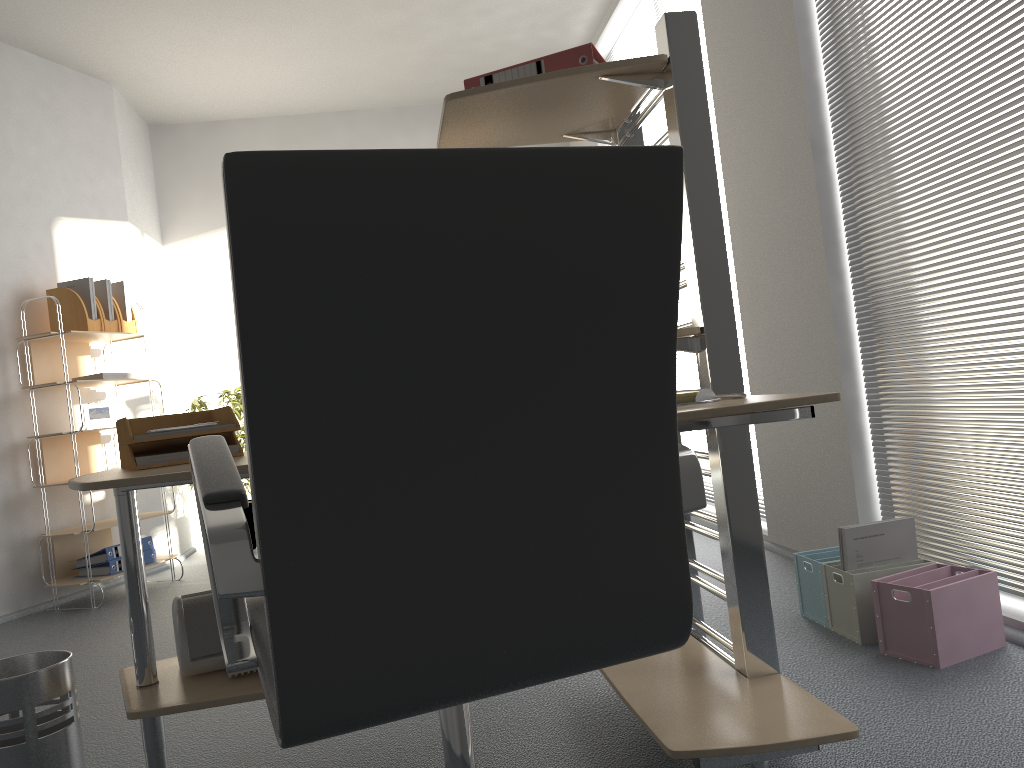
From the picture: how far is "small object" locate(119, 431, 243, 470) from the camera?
1.90m

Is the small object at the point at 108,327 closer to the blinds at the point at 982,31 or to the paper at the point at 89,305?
the paper at the point at 89,305

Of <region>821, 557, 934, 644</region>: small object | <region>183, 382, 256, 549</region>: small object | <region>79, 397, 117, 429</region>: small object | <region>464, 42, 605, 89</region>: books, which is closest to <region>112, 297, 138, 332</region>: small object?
<region>79, 397, 117, 429</region>: small object

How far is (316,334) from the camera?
0.86m

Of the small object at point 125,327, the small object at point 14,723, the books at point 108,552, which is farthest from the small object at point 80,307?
the small object at point 14,723

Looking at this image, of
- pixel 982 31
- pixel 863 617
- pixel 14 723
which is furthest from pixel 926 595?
pixel 14 723

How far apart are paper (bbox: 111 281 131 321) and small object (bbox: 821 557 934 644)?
3.9m

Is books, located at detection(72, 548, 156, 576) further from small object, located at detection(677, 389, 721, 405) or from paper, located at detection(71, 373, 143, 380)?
small object, located at detection(677, 389, 721, 405)

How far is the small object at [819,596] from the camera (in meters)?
2.64

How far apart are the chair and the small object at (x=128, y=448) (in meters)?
0.73
